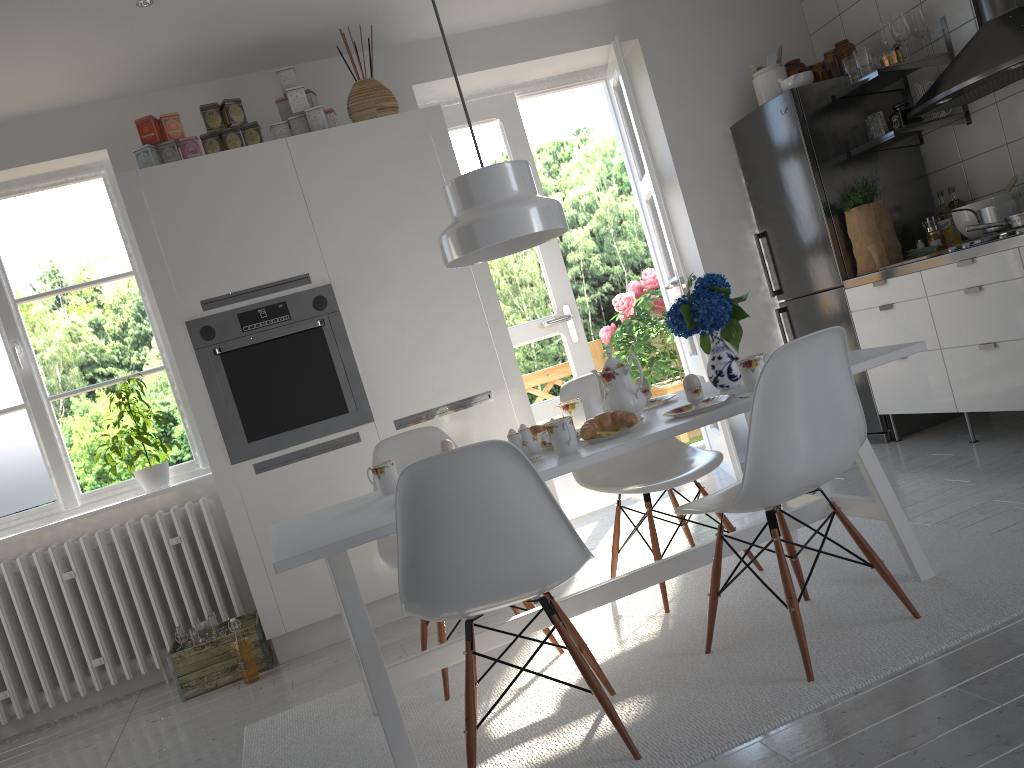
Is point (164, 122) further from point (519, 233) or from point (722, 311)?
point (722, 311)

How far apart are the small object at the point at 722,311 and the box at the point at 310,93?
2.1m

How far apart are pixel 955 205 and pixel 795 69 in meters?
1.2

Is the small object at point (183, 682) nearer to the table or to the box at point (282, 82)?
the table

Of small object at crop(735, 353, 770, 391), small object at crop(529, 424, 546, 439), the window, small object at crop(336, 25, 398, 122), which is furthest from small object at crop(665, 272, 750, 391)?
the window

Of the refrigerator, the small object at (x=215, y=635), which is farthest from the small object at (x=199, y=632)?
the refrigerator

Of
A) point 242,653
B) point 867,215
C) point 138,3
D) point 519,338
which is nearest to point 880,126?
point 867,215

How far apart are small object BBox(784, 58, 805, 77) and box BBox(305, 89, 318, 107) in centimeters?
257cm

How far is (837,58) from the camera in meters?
4.5 m

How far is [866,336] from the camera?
4.3m
